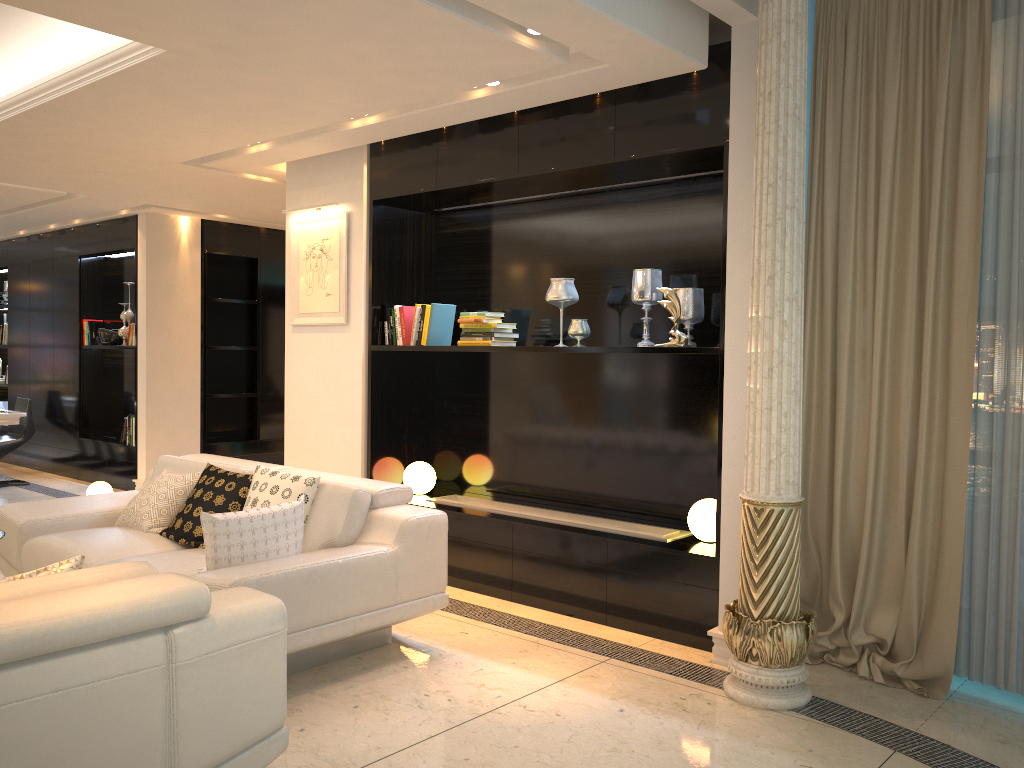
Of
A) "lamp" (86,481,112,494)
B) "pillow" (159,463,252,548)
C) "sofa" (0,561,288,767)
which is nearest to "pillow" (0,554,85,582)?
"sofa" (0,561,288,767)

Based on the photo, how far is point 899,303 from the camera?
3.79m

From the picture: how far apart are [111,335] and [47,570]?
7.0m

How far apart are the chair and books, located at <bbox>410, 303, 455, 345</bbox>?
5.3m

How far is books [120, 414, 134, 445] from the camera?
8.4m

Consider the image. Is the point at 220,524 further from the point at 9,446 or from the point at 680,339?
the point at 9,446

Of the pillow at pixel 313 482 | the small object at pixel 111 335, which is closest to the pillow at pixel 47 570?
the pillow at pixel 313 482

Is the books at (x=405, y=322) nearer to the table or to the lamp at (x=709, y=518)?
the lamp at (x=709, y=518)

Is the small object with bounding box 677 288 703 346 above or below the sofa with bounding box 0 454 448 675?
above

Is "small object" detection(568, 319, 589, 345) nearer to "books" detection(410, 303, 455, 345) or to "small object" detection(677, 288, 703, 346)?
"small object" detection(677, 288, 703, 346)
